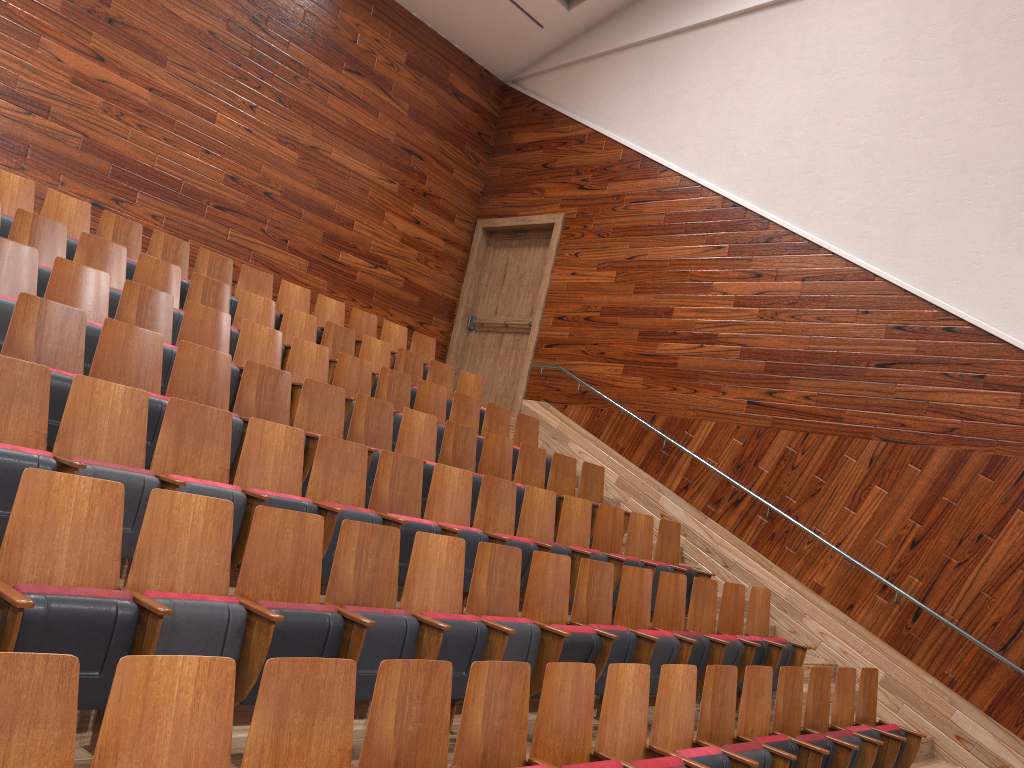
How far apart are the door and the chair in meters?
0.2 m

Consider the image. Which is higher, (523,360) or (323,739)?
(523,360)

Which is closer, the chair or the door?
the chair

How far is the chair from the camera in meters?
0.2

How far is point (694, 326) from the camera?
0.9m

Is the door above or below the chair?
above

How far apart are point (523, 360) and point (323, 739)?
0.8 meters

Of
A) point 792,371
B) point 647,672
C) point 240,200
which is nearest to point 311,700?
point 647,672

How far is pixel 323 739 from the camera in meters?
0.2

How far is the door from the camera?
1.0 meters
